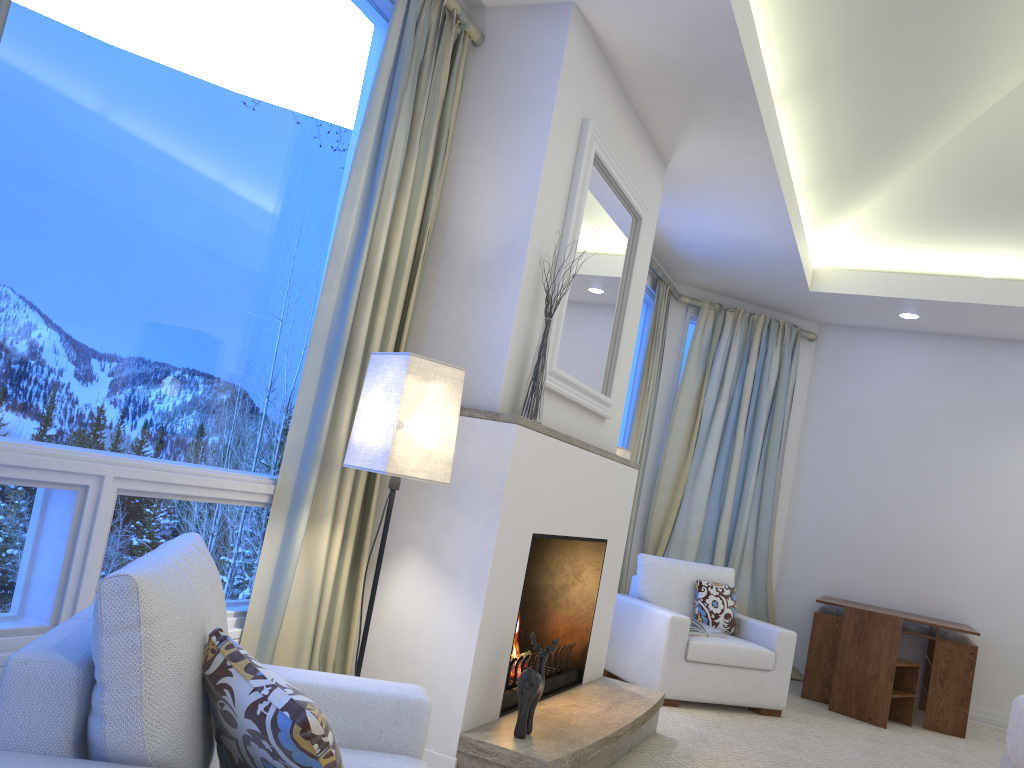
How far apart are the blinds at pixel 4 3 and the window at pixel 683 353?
4.89m

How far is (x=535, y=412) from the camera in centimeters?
285cm

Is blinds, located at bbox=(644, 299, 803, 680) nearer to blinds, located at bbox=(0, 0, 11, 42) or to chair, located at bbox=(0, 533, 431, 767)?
chair, located at bbox=(0, 533, 431, 767)

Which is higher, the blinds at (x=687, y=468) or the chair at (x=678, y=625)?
the blinds at (x=687, y=468)

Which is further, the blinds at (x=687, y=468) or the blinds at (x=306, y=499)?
the blinds at (x=687, y=468)

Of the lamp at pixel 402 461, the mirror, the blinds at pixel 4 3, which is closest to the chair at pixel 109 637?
the lamp at pixel 402 461

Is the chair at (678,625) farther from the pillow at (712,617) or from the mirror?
the mirror

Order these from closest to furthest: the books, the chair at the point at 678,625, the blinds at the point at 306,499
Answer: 1. the blinds at the point at 306,499
2. the chair at the point at 678,625
3. the books

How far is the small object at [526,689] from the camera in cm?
263

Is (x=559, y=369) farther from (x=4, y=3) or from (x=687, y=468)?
(x=687, y=468)
